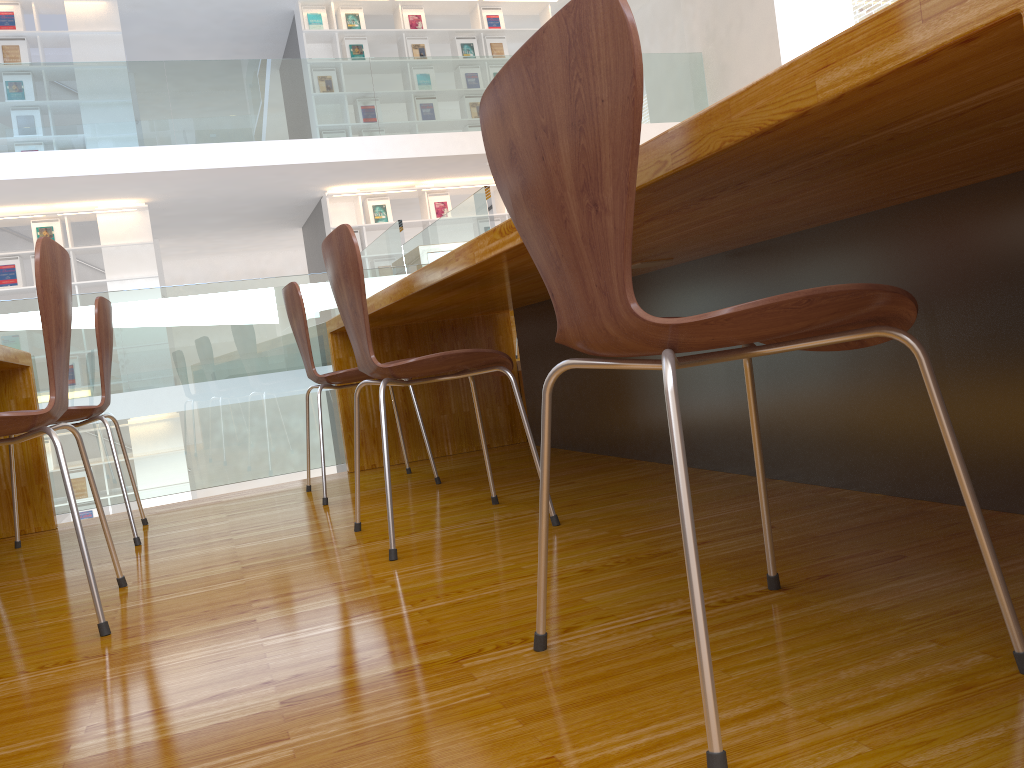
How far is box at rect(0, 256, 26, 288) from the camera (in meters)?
8.29

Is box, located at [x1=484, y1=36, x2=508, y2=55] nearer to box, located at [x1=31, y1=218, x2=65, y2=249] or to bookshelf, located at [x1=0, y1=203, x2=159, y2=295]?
bookshelf, located at [x1=0, y1=203, x2=159, y2=295]

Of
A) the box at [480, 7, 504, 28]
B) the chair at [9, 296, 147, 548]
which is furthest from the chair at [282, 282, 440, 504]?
the box at [480, 7, 504, 28]

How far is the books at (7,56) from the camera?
8.28m

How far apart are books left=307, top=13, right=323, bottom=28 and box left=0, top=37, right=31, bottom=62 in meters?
2.7

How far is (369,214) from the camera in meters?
9.5

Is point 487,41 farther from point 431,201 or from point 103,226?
point 103,226

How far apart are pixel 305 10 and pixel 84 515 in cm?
559

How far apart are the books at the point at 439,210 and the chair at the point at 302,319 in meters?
7.1

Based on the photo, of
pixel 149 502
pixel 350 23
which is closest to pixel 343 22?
pixel 350 23
